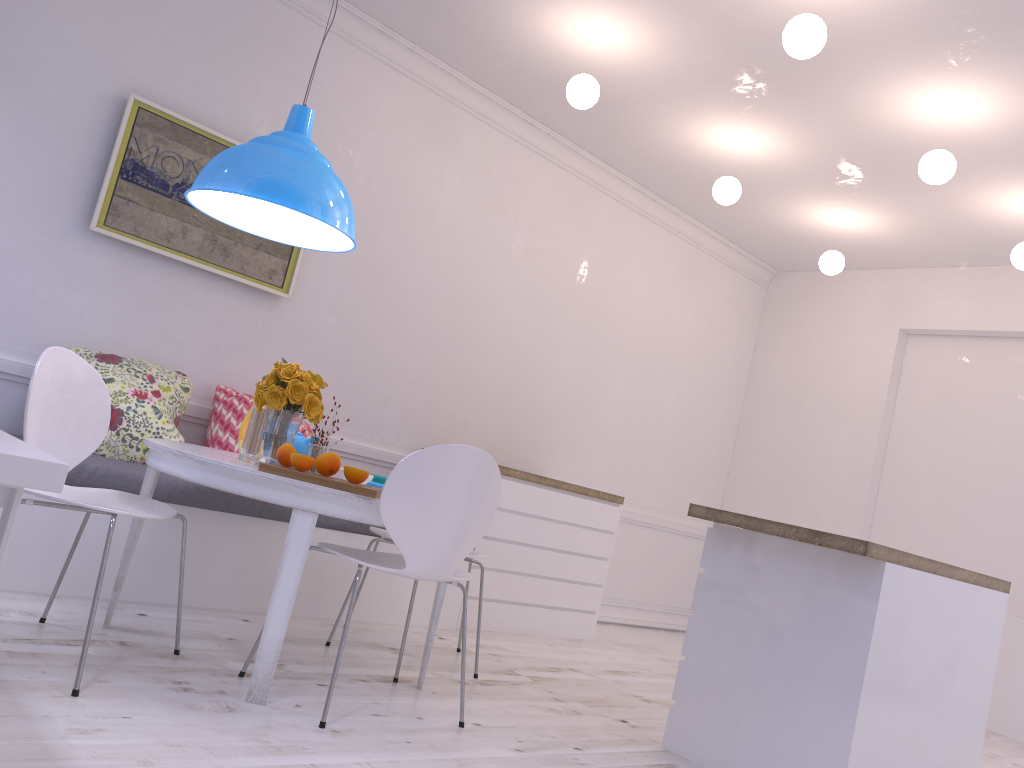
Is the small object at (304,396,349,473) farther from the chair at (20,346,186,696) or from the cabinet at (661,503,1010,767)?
the cabinet at (661,503,1010,767)

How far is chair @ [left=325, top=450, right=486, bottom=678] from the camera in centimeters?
354cm

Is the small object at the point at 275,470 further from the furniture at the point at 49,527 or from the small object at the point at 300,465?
the furniture at the point at 49,527

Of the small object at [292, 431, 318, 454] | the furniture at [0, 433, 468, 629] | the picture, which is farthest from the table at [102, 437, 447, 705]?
the picture

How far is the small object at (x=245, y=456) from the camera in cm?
287

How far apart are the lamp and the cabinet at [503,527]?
1.8m

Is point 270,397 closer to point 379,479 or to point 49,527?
point 379,479

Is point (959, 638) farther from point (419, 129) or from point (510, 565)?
point (419, 129)

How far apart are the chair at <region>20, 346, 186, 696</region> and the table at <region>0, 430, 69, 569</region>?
0.6 meters

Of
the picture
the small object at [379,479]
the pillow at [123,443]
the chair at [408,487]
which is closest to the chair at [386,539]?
the small object at [379,479]
